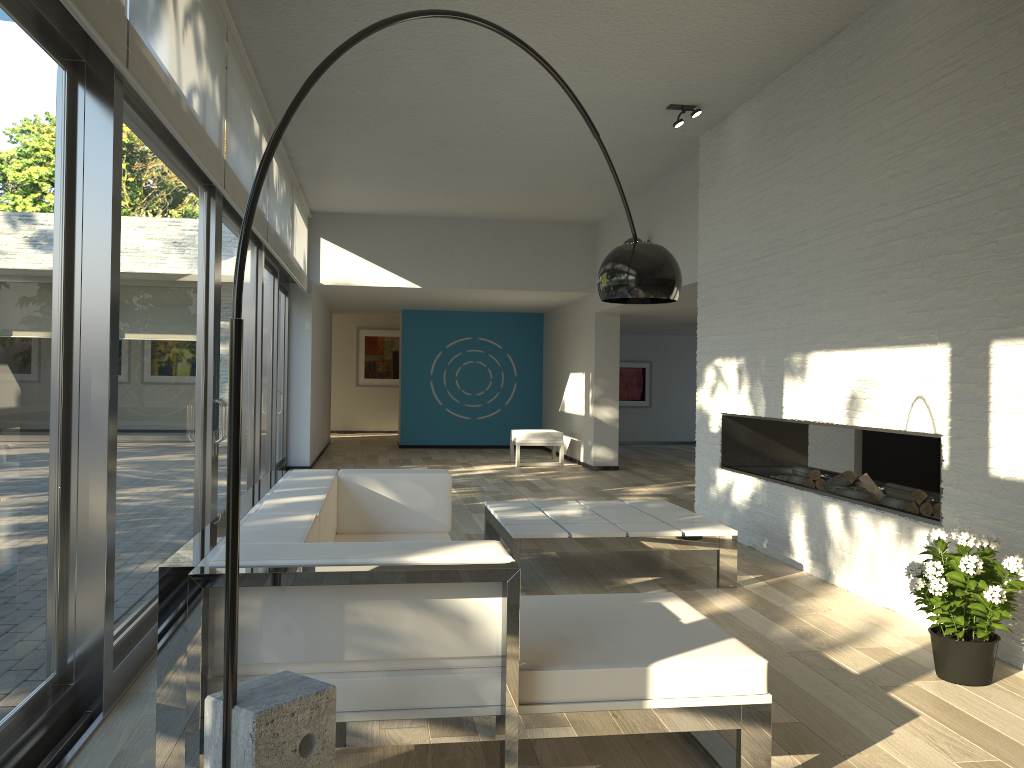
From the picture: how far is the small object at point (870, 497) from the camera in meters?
5.0

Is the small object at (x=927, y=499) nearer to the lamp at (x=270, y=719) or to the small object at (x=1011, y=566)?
the small object at (x=1011, y=566)

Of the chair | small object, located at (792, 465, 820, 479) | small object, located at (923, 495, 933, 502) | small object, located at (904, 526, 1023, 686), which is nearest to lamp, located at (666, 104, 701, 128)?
small object, located at (792, 465, 820, 479)

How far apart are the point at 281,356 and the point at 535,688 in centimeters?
833cm

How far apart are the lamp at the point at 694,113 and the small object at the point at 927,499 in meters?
3.1

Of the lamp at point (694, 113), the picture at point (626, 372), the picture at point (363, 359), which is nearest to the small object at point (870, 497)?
the lamp at point (694, 113)

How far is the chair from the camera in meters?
11.4

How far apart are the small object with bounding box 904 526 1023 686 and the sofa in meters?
1.0 m

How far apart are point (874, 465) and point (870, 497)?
4.0 meters

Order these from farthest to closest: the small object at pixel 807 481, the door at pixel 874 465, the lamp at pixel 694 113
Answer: the door at pixel 874 465 → the lamp at pixel 694 113 → the small object at pixel 807 481
